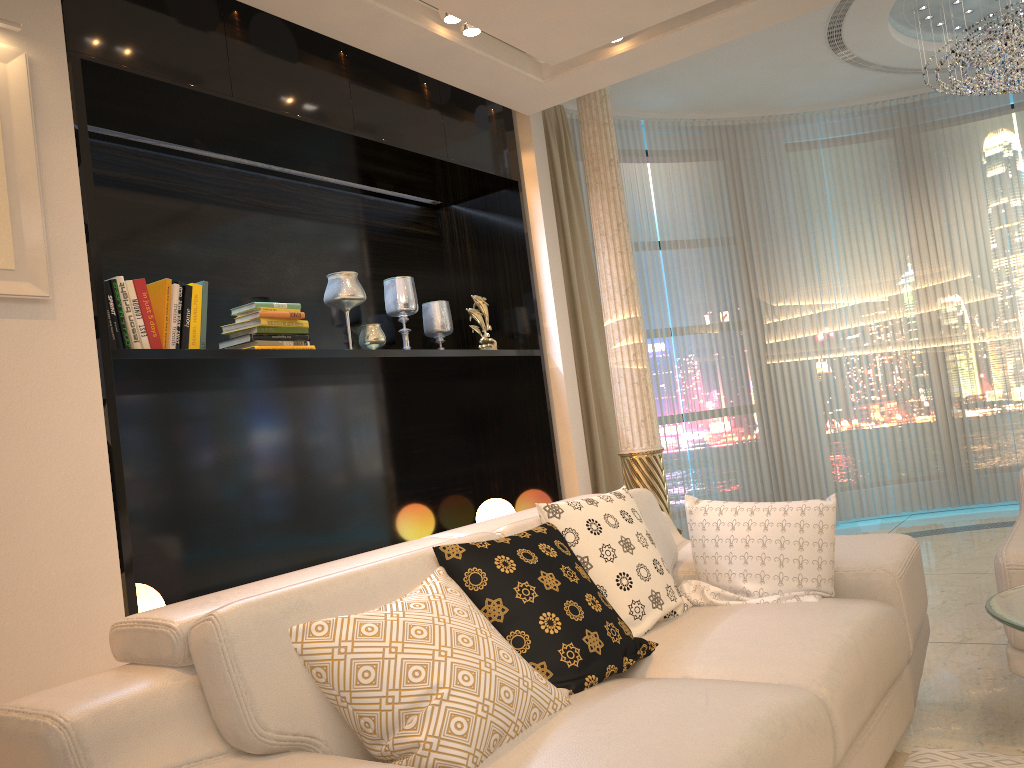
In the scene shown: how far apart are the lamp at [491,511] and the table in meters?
3.1

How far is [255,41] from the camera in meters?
3.3 m

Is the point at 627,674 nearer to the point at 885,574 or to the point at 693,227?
the point at 885,574

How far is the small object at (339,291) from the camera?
3.9 meters

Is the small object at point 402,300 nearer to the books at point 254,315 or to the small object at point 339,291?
the small object at point 339,291

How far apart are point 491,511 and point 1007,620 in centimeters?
323cm

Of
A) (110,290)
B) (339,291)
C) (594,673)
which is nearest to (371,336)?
(339,291)

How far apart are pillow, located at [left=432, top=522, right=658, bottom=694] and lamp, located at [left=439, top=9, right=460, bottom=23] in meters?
2.2 m

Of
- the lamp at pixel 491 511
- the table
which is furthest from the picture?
the lamp at pixel 491 511

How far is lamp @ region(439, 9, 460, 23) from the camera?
3.5 meters
